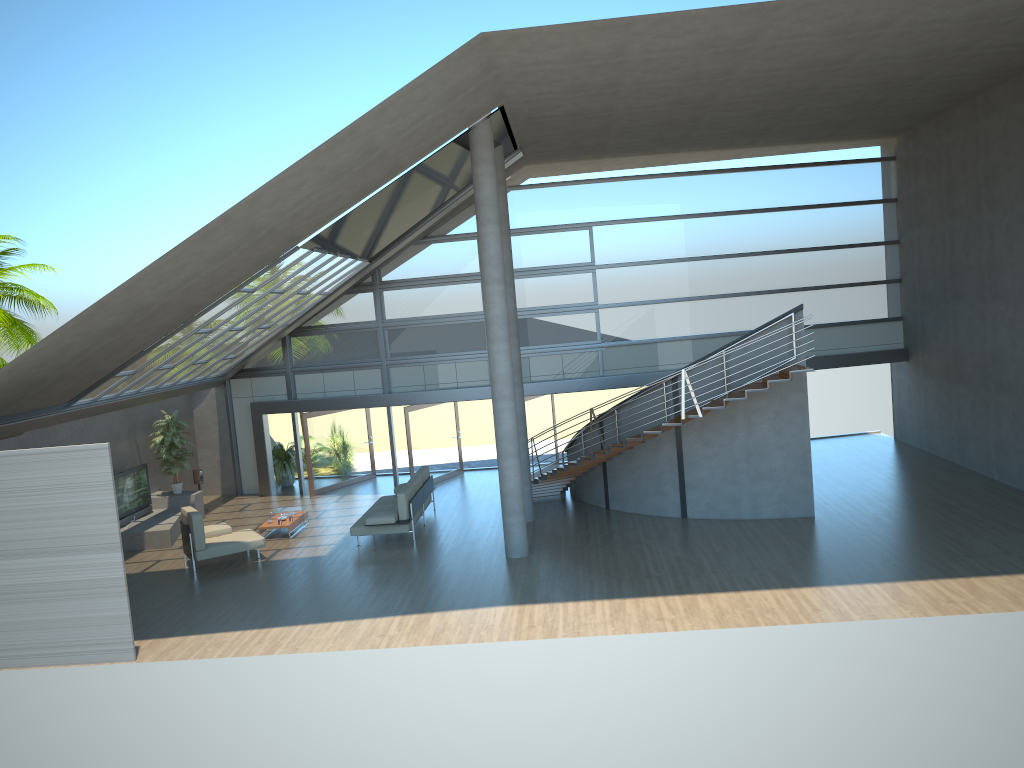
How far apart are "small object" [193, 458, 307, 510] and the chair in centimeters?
464cm

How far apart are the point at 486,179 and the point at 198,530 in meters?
7.5 m

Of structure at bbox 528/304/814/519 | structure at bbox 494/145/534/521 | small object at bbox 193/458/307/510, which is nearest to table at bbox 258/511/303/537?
small object at bbox 193/458/307/510

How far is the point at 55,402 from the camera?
13.9 meters

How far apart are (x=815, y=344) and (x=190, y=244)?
14.79m

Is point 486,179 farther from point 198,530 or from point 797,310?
point 198,530

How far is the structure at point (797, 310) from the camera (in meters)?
14.85

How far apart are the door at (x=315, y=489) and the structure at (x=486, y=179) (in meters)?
8.02

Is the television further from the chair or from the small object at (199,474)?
the chair

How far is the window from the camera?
20.1m
